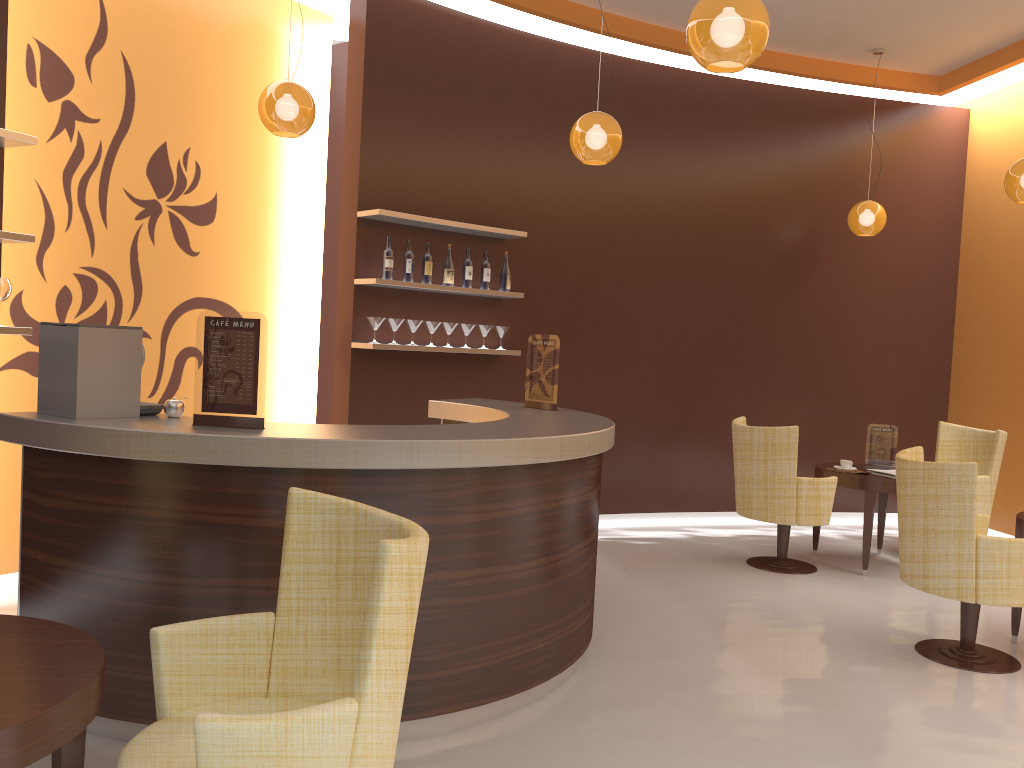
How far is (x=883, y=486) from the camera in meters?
6.0 m

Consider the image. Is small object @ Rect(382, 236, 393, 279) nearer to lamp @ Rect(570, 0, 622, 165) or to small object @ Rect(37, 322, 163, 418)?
lamp @ Rect(570, 0, 622, 165)

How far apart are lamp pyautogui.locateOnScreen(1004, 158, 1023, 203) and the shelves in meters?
3.2 m

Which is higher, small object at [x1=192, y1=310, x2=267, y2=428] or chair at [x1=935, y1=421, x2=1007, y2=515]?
small object at [x1=192, y1=310, x2=267, y2=428]

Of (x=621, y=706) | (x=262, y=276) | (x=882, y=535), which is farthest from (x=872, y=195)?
(x=621, y=706)

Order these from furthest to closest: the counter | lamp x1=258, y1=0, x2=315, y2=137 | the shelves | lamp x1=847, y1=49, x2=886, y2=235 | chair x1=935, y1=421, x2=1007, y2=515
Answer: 1. lamp x1=847, y1=49, x2=886, y2=235
2. chair x1=935, y1=421, x2=1007, y2=515
3. lamp x1=258, y1=0, x2=315, y2=137
4. the shelves
5. the counter

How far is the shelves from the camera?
4.0 meters

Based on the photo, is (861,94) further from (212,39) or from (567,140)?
(212,39)

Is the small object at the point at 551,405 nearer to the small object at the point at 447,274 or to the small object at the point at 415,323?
the small object at the point at 415,323

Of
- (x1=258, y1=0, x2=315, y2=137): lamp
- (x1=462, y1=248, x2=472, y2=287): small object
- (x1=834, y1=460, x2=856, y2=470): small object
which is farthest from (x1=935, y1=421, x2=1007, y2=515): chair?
(x1=258, y1=0, x2=315, y2=137): lamp
